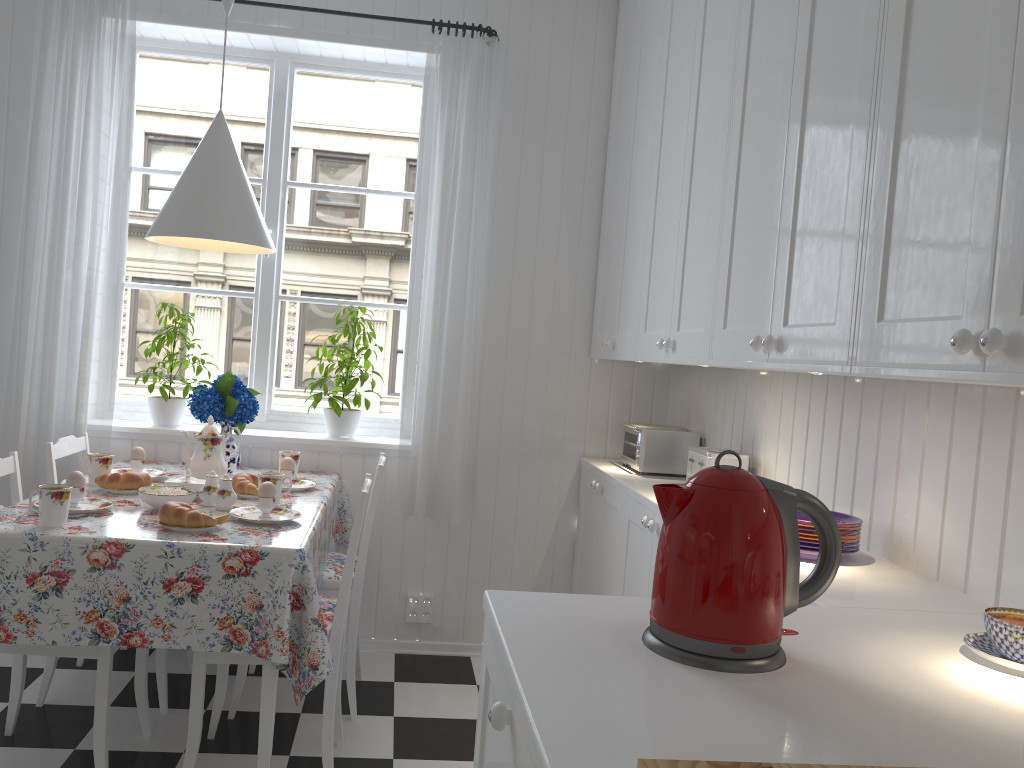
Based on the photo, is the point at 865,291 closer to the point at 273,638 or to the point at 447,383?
the point at 273,638

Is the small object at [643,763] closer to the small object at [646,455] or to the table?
the table

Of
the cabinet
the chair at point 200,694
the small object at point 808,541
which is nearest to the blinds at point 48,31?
the chair at point 200,694

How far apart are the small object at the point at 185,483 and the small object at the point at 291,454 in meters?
0.5 m

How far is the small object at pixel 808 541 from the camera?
1.9m

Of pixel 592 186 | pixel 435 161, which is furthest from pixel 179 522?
pixel 592 186

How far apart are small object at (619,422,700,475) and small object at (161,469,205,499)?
1.45m

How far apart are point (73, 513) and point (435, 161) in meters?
1.8 m

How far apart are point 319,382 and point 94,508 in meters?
1.1

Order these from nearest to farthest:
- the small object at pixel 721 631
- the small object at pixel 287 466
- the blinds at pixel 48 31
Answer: the small object at pixel 721 631, the small object at pixel 287 466, the blinds at pixel 48 31
